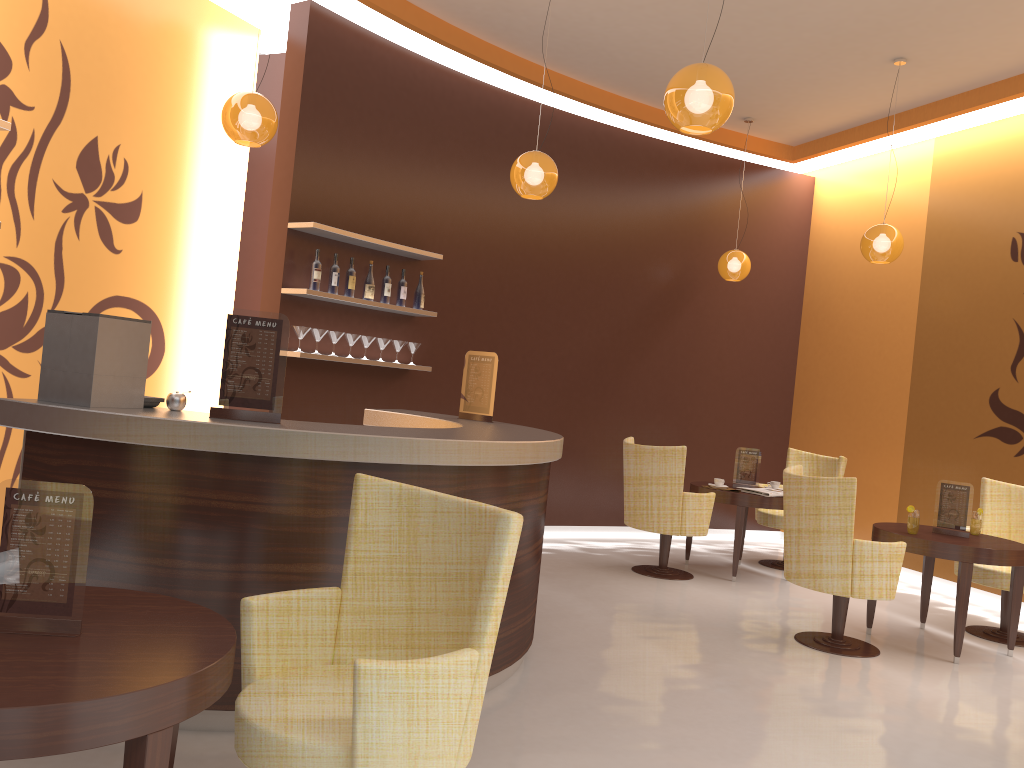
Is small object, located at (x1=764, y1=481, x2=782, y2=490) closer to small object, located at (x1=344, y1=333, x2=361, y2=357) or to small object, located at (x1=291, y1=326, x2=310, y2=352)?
small object, located at (x1=344, y1=333, x2=361, y2=357)

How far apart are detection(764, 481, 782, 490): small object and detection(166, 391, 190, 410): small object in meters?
5.2

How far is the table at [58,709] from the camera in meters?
1.6 m

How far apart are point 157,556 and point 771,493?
4.89m

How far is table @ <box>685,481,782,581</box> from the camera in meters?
6.8

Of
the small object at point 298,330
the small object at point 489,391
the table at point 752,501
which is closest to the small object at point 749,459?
the table at point 752,501

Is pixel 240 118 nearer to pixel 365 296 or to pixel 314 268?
pixel 314 268

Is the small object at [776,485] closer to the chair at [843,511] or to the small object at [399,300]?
the chair at [843,511]

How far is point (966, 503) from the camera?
5.45m

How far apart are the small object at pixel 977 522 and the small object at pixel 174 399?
4.8m
